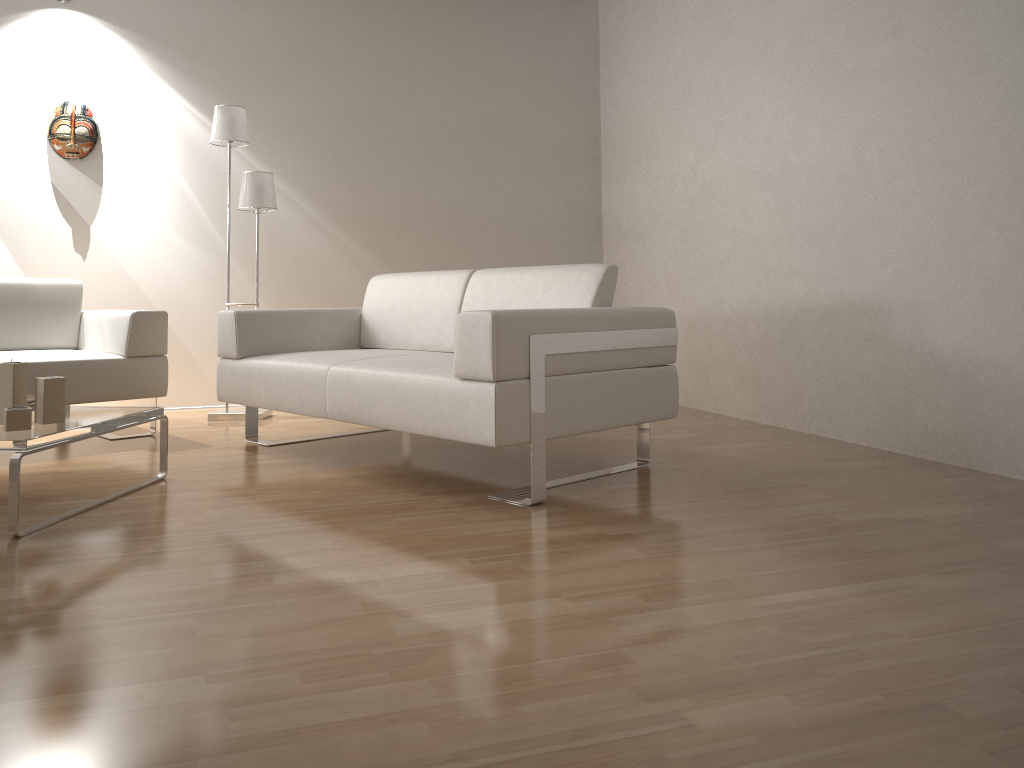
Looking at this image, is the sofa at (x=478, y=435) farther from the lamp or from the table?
the lamp

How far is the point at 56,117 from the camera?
4.77m

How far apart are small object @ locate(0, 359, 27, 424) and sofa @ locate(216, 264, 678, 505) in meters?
0.9 m

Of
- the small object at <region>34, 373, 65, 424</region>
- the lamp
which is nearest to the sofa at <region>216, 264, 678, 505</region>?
the lamp

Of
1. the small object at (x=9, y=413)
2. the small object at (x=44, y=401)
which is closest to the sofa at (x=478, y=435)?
the small object at (x=44, y=401)

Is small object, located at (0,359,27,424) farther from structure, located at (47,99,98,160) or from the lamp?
structure, located at (47,99,98,160)

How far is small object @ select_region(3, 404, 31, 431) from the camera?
2.5m

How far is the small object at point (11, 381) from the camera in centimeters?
266cm

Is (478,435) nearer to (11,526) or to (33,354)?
(11,526)

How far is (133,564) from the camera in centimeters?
212cm
